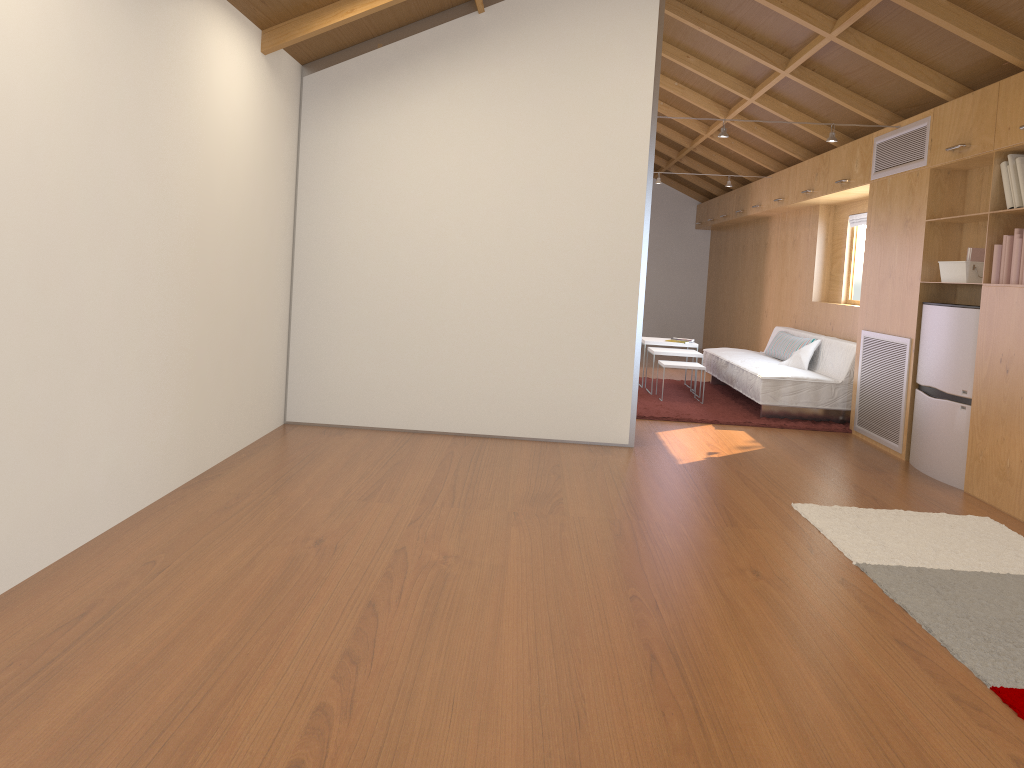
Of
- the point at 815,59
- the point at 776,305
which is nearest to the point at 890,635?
the point at 815,59

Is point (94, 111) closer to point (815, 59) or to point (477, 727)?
point (477, 727)

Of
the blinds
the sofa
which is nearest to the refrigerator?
the sofa

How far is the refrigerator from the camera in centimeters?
478cm

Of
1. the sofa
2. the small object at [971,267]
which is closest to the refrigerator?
the small object at [971,267]

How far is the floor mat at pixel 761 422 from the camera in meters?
6.6

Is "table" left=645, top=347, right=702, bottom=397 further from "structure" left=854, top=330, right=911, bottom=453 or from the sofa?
"structure" left=854, top=330, right=911, bottom=453

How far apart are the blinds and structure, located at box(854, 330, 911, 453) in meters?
1.6

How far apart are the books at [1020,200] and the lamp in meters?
1.4

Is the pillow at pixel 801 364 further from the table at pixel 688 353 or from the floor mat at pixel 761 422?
the table at pixel 688 353
